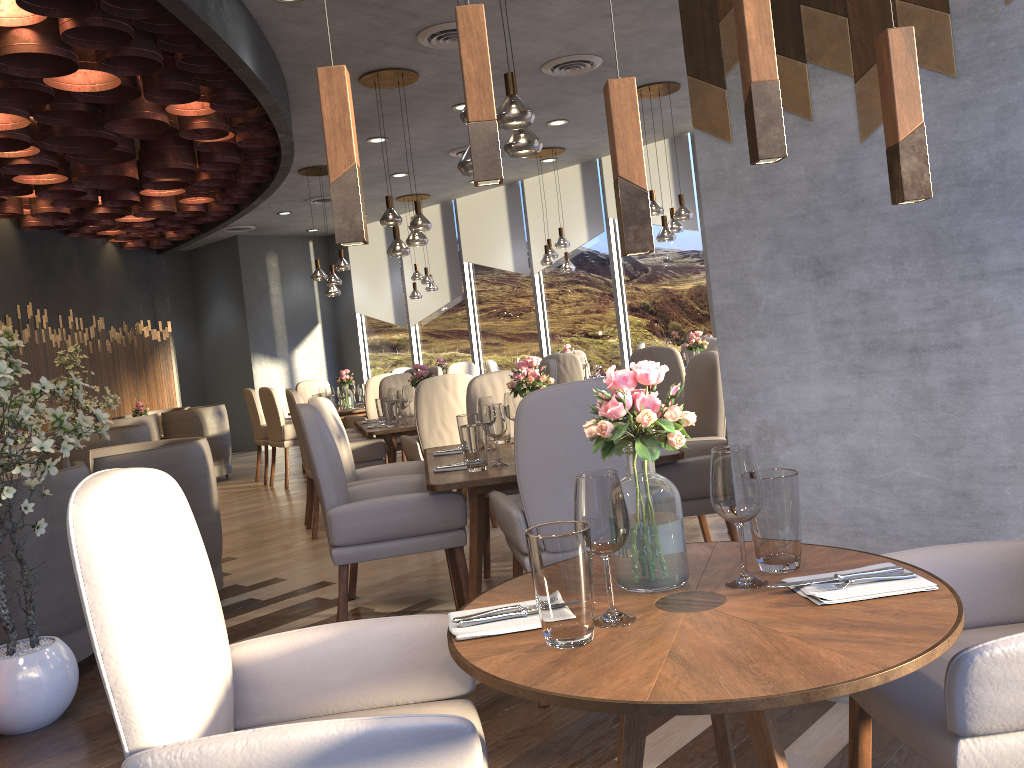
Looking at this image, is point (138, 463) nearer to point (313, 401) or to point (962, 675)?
point (313, 401)

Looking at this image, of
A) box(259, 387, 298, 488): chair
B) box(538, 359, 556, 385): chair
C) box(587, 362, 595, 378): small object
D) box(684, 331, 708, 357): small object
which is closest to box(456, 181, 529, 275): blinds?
box(587, 362, 595, 378): small object

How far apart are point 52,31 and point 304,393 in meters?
6.1

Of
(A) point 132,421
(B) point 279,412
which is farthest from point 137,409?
(B) point 279,412

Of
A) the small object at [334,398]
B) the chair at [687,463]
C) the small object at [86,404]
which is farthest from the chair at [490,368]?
the chair at [687,463]

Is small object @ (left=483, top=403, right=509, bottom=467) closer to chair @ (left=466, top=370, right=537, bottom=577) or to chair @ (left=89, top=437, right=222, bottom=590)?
chair @ (left=466, top=370, right=537, bottom=577)

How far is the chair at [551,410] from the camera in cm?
274

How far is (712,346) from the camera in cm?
837

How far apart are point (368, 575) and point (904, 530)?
3.0m

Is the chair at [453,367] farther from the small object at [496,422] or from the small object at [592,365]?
the small object at [496,422]
